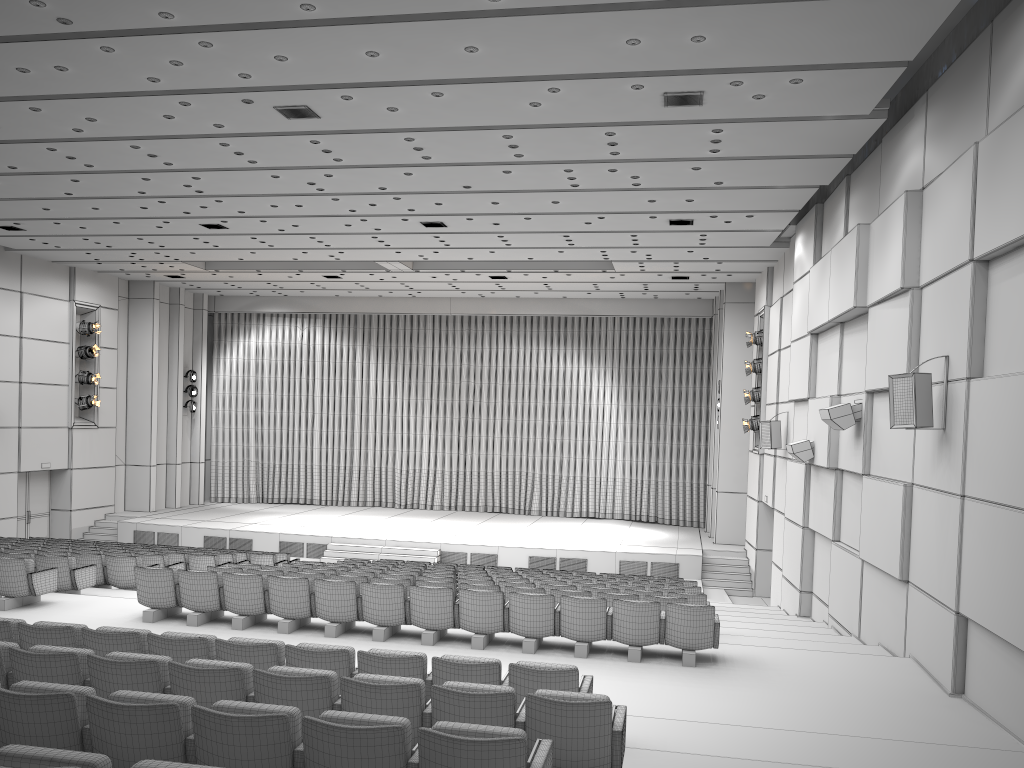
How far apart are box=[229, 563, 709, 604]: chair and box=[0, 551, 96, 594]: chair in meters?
3.8

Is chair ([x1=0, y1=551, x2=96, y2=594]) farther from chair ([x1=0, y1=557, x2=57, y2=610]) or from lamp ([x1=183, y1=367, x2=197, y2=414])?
lamp ([x1=183, y1=367, x2=197, y2=414])

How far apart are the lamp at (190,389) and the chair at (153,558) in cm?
1387

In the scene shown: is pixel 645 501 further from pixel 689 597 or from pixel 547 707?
pixel 547 707

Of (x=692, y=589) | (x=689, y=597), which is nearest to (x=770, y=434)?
(x=692, y=589)

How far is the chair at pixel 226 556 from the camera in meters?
15.7 m

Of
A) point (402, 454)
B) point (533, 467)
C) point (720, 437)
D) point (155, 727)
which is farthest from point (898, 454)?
point (402, 454)

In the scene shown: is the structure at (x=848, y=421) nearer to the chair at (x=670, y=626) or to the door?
the chair at (x=670, y=626)

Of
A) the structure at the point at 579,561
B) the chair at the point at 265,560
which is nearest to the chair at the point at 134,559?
the chair at the point at 265,560

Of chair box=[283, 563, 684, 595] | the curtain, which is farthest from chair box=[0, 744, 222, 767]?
the curtain
